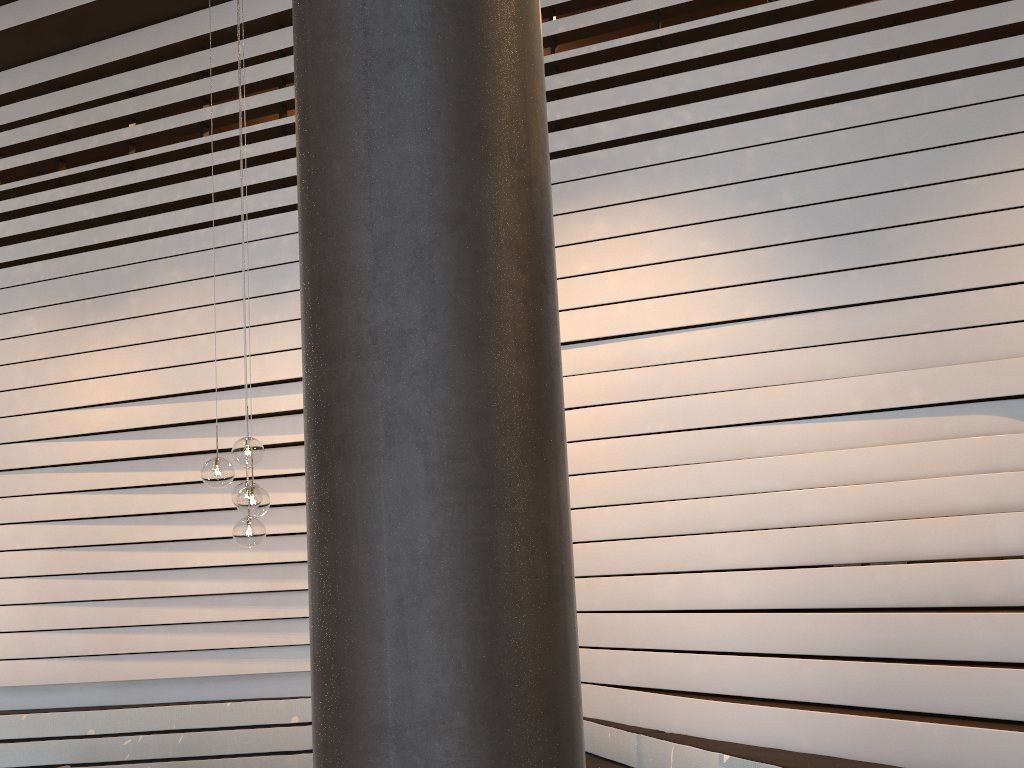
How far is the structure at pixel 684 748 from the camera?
3.6m

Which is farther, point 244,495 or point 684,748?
point 244,495

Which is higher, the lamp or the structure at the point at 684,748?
the lamp

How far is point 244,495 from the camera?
4.40m

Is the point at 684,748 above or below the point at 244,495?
below

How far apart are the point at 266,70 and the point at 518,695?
5.58m

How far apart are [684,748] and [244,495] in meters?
2.4 m

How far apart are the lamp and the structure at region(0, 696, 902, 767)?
1.70m

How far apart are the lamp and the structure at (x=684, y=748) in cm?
170

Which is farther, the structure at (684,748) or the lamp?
the lamp
